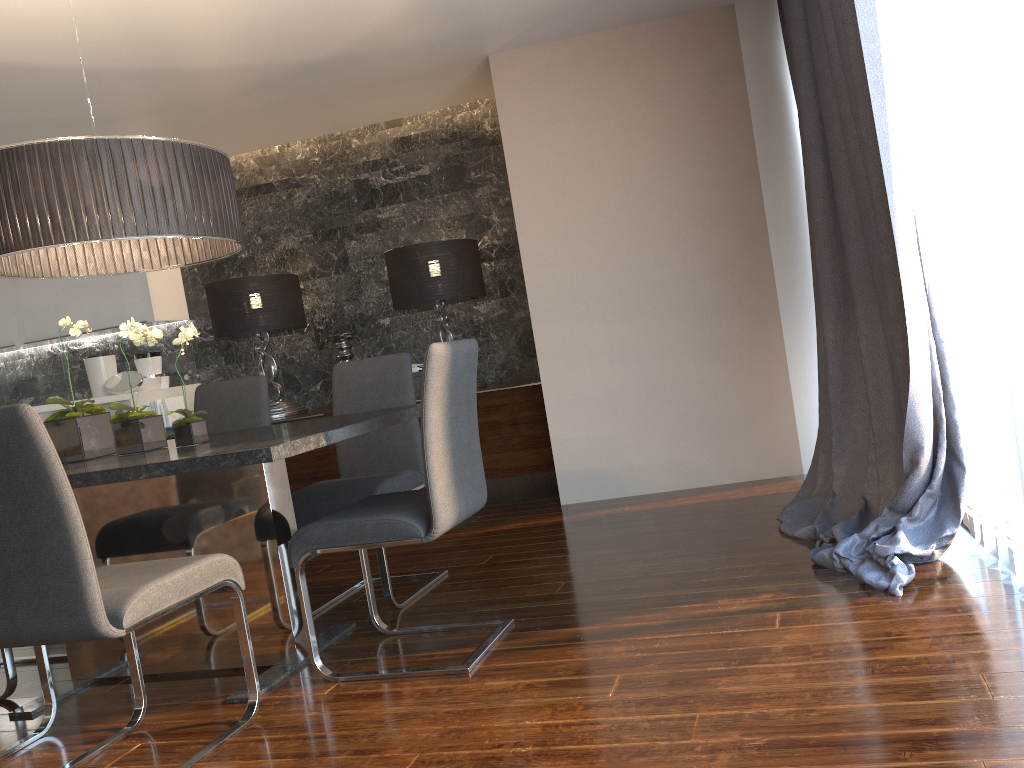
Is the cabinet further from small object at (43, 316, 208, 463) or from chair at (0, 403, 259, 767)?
chair at (0, 403, 259, 767)

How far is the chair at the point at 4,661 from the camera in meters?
3.1

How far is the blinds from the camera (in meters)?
2.10

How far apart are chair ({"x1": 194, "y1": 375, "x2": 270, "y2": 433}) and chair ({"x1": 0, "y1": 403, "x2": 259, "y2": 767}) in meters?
1.5

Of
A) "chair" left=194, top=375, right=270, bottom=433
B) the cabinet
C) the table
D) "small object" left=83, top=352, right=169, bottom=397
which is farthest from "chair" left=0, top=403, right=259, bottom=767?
"small object" left=83, top=352, right=169, bottom=397

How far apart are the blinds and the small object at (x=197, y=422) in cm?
212

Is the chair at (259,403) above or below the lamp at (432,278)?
below

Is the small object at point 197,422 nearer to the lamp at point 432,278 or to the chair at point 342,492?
the chair at point 342,492

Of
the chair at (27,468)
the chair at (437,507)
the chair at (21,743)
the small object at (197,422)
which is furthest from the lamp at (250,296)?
the chair at (27,468)

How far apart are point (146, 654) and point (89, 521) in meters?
0.5
